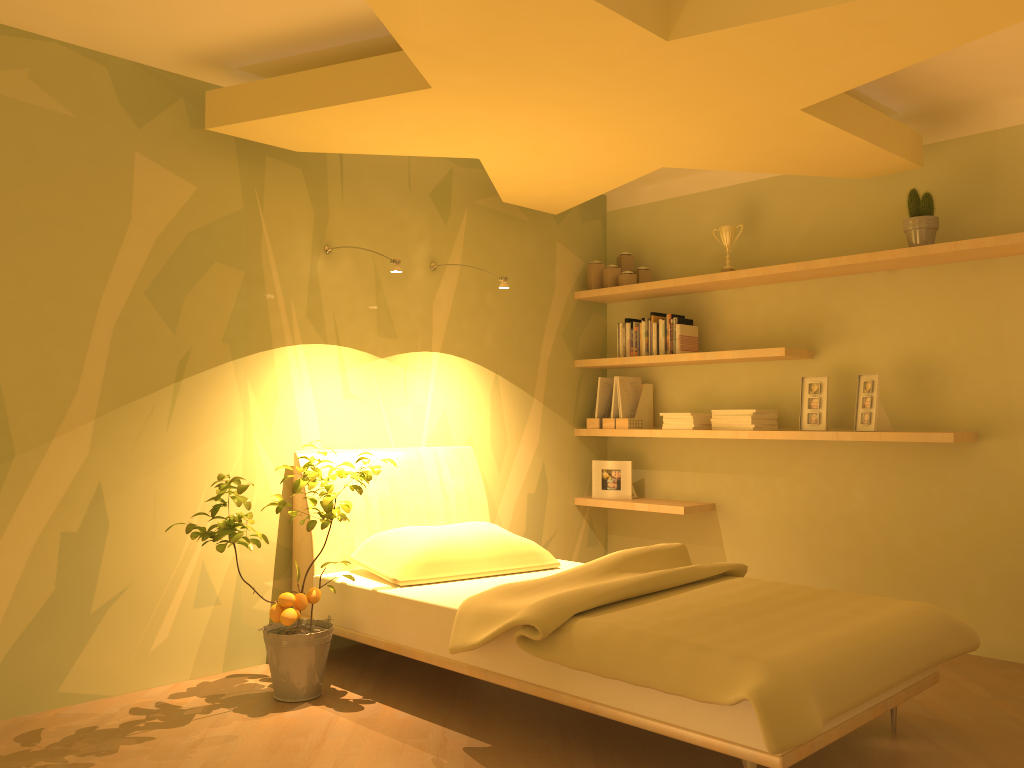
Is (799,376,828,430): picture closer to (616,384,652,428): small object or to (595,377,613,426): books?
(616,384,652,428): small object

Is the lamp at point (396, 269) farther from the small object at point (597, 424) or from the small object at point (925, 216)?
the small object at point (925, 216)

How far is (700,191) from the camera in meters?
5.0 m

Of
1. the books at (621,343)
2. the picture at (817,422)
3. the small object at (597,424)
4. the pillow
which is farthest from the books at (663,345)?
the pillow

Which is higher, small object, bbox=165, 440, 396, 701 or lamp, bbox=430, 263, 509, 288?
lamp, bbox=430, 263, 509, 288

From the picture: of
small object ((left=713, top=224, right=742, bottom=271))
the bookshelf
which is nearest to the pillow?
the bookshelf

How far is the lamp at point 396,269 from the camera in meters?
3.6 m

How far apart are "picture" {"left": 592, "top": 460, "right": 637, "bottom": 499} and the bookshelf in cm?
6

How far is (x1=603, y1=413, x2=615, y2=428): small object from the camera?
5.0 meters

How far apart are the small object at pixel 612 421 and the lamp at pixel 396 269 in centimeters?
185cm
